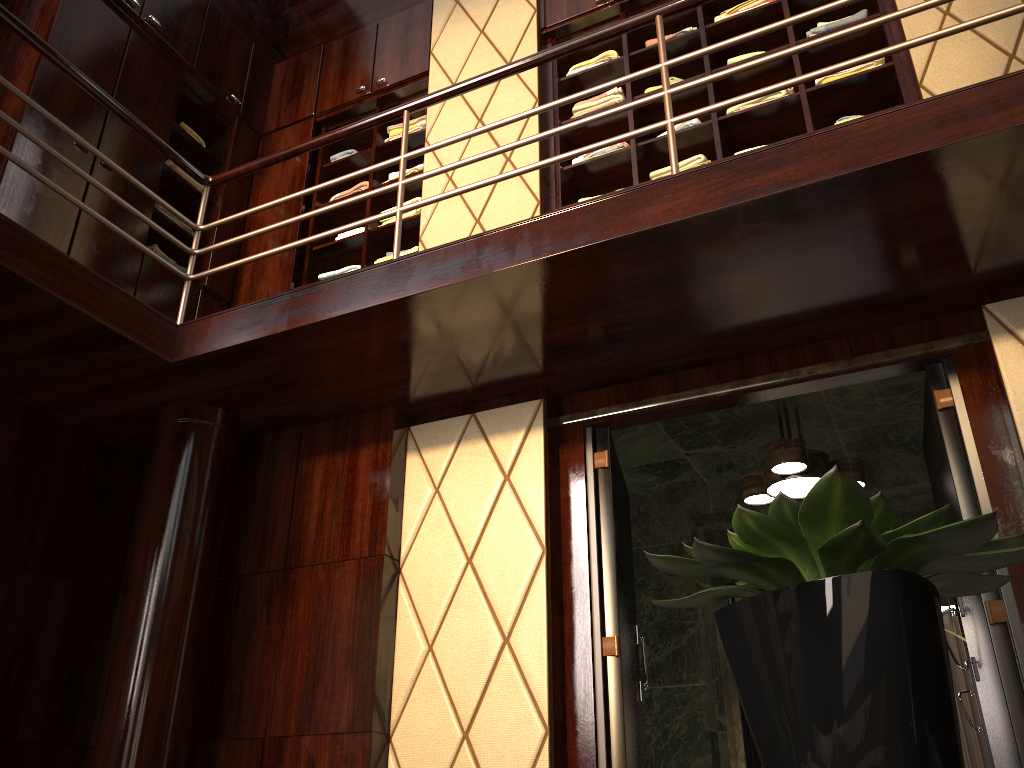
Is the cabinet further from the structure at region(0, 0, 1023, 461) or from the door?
the door

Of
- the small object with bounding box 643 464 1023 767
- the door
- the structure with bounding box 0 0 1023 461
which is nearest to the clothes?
the structure with bounding box 0 0 1023 461

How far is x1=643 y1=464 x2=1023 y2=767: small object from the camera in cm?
51

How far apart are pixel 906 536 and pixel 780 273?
2.30m

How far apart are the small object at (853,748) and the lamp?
2.9 meters

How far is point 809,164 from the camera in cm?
237

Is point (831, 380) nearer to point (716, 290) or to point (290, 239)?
point (716, 290)

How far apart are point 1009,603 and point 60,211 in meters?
3.7 m

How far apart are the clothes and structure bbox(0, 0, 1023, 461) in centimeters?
72cm

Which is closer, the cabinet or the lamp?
the lamp
